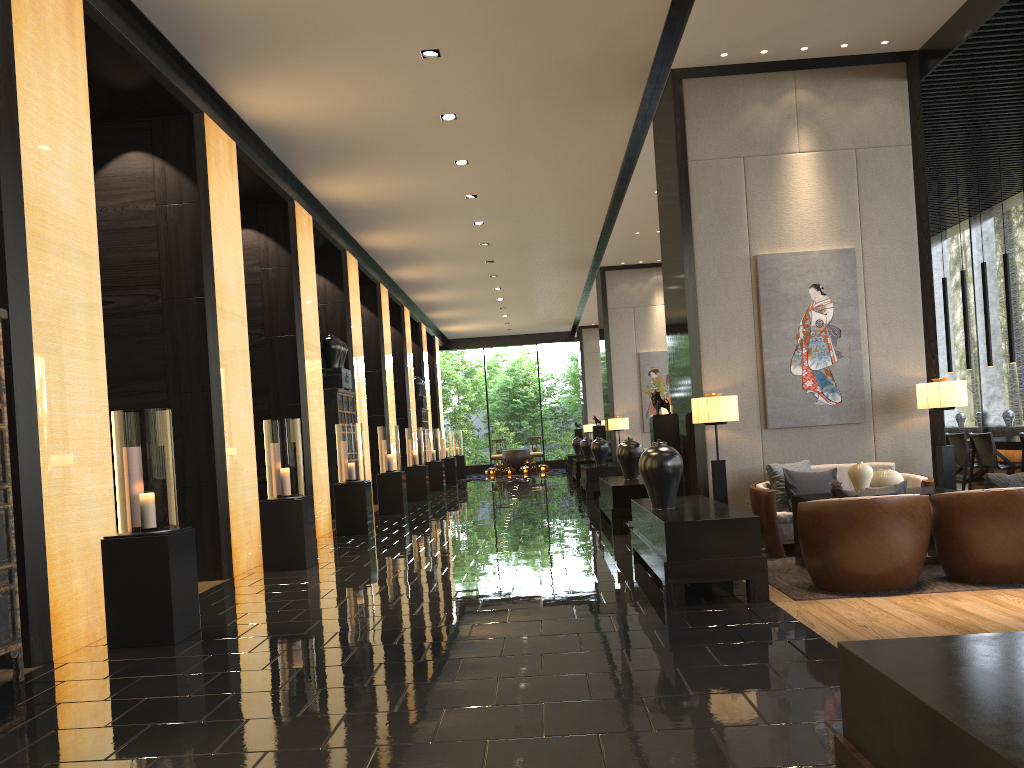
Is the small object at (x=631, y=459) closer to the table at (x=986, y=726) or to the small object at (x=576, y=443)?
the table at (x=986, y=726)

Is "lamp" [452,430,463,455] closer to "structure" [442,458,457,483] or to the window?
"structure" [442,458,457,483]

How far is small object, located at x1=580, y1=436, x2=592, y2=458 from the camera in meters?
18.9 m

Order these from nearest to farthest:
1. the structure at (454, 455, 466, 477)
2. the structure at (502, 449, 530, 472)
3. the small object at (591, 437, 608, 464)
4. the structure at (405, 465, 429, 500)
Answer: the small object at (591, 437, 608, 464) < the structure at (405, 465, 429, 500) < the structure at (454, 455, 466, 477) < the structure at (502, 449, 530, 472)

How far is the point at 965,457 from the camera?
9.7 meters

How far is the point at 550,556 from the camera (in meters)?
7.86

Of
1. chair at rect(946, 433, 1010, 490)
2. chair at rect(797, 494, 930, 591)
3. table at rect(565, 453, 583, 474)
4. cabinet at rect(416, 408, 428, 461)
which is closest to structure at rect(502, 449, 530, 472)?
table at rect(565, 453, 583, 474)

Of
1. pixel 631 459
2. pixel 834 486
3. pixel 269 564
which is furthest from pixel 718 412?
pixel 269 564

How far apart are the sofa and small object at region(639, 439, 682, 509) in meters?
1.2

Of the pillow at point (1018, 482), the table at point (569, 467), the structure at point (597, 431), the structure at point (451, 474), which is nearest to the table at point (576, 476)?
the structure at point (597, 431)
